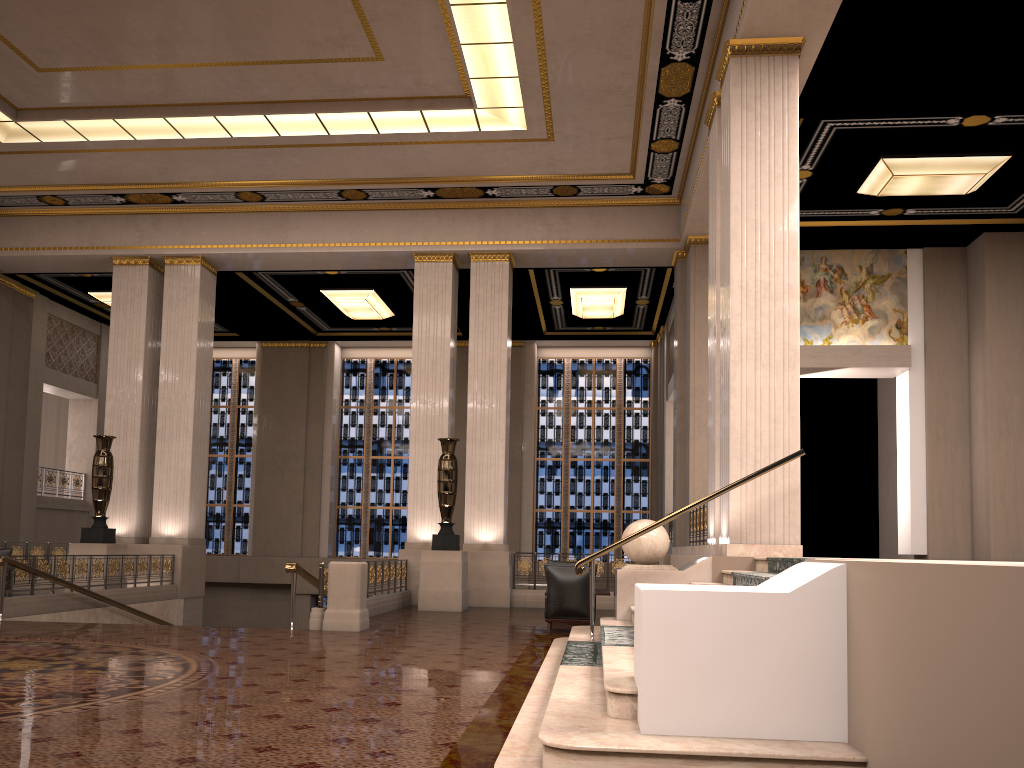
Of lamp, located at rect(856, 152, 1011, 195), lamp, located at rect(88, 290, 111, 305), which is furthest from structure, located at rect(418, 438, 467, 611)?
lamp, located at rect(88, 290, 111, 305)

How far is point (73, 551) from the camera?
14.4 meters

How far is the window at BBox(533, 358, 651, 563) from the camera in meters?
22.5

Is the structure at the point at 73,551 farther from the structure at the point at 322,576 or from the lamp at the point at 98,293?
the lamp at the point at 98,293

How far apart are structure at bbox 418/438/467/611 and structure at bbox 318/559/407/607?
0.5m

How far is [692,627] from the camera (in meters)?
3.99

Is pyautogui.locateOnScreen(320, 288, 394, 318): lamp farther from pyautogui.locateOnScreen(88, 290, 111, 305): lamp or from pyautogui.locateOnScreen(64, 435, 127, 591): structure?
pyautogui.locateOnScreen(64, 435, 127, 591): structure

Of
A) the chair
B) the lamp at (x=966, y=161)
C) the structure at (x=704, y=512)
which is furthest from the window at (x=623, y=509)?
the chair

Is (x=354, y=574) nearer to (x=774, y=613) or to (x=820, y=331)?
(x=774, y=613)

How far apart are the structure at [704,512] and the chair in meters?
2.7 m
